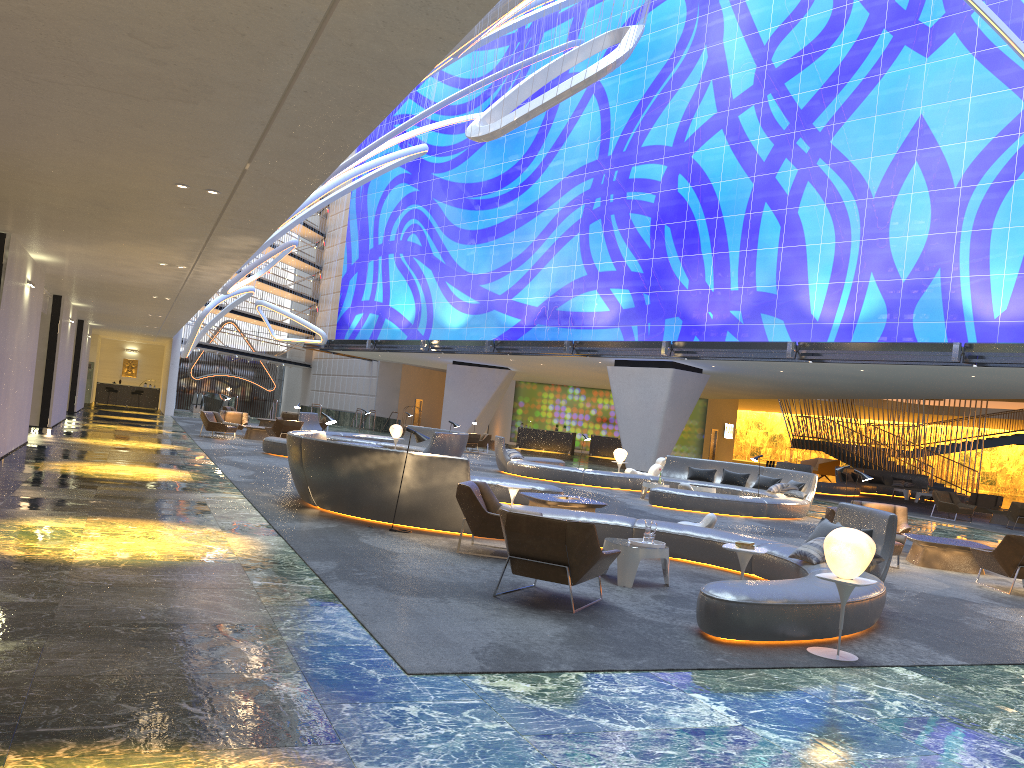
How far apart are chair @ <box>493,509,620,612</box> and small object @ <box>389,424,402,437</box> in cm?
1767

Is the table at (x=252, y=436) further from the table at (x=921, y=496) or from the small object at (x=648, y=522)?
the table at (x=921, y=496)

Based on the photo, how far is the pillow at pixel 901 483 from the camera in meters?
36.0 m

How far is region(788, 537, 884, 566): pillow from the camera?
8.90m

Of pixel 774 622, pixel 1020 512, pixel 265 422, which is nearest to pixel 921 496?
pixel 1020 512

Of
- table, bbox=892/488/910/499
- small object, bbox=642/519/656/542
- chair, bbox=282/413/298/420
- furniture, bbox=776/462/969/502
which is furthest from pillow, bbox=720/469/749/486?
chair, bbox=282/413/298/420

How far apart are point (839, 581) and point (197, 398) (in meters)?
44.29

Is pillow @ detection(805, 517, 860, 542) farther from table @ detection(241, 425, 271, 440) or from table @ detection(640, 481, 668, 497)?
table @ detection(241, 425, 271, 440)

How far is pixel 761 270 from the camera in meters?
29.9

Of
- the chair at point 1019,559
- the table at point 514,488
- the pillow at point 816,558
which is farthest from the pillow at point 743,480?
the pillow at point 816,558
